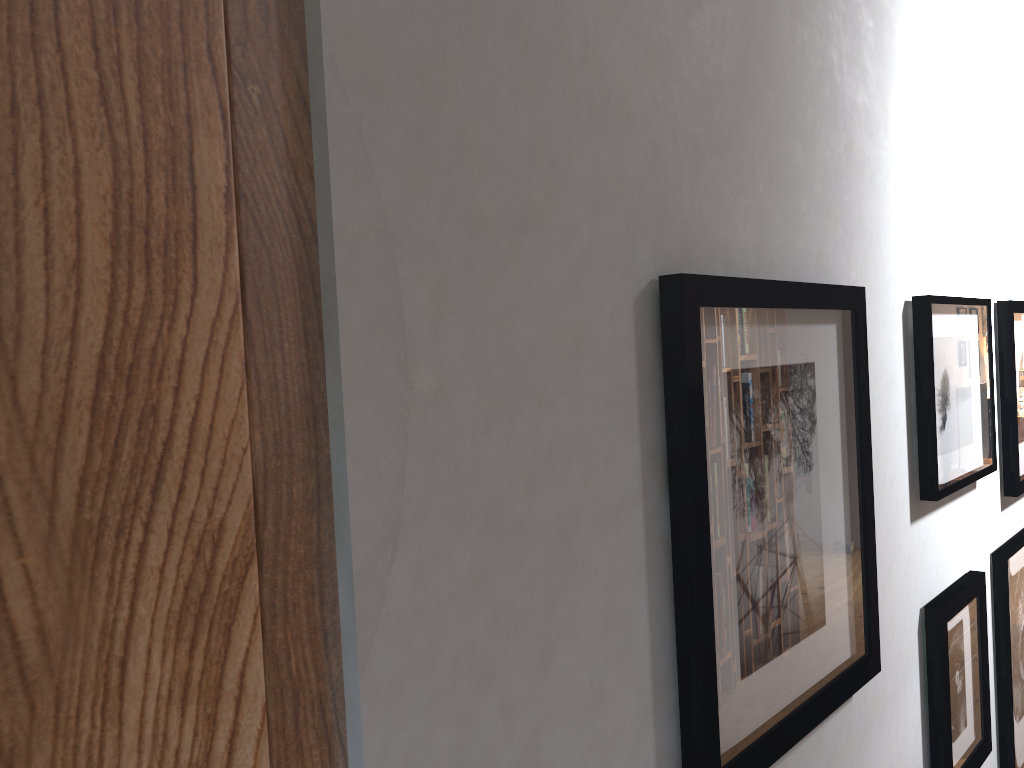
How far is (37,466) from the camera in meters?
0.3

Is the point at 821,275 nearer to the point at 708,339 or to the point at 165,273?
the point at 708,339

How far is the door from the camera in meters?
0.3

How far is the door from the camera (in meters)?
0.35
